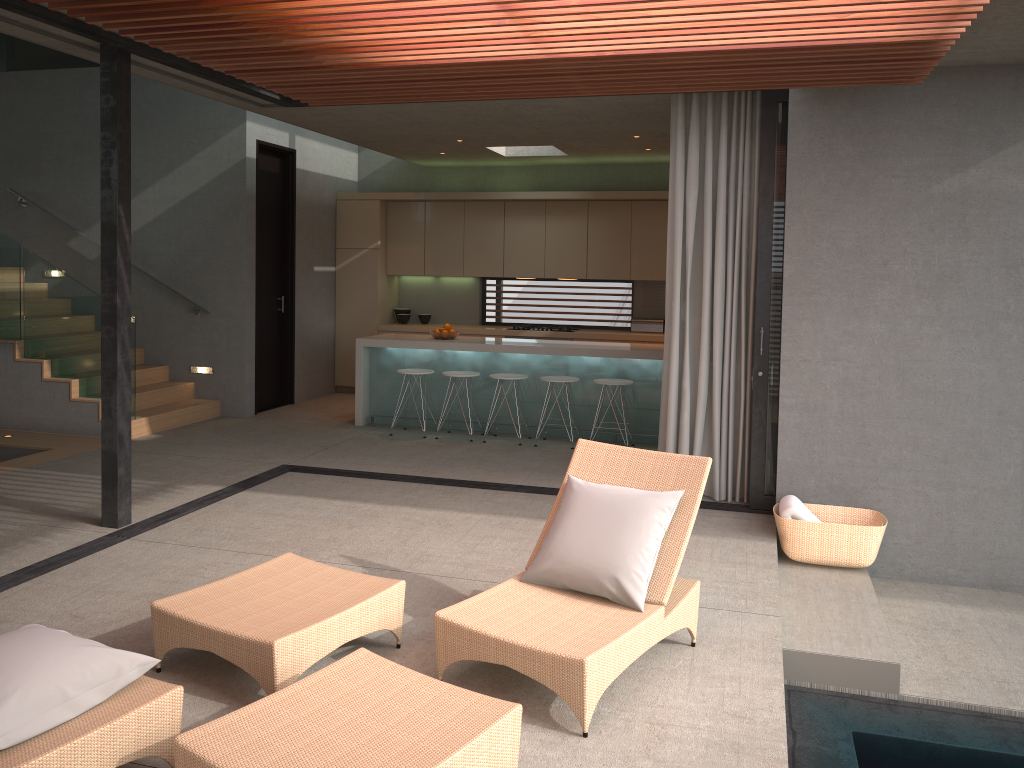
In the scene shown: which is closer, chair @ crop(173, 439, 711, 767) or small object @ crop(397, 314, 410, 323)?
chair @ crop(173, 439, 711, 767)

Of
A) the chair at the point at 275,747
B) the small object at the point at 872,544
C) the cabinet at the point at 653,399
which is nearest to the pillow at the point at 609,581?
the chair at the point at 275,747

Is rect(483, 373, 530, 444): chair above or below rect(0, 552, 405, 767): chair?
above

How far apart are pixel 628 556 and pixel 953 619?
2.6m

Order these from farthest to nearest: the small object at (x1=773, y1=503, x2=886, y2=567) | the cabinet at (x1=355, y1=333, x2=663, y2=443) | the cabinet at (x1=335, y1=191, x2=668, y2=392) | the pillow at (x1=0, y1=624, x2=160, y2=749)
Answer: the cabinet at (x1=335, y1=191, x2=668, y2=392) → the cabinet at (x1=355, y1=333, x2=663, y2=443) → the small object at (x1=773, y1=503, x2=886, y2=567) → the pillow at (x1=0, y1=624, x2=160, y2=749)

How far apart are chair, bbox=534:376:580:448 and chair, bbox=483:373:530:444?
0.4 meters

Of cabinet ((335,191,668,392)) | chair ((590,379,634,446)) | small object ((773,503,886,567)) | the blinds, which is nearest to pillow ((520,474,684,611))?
small object ((773,503,886,567))

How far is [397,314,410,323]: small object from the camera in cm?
1134

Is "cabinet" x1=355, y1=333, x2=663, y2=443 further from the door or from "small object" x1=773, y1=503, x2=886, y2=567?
"small object" x1=773, y1=503, x2=886, y2=567

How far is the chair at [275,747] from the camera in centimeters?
262cm
